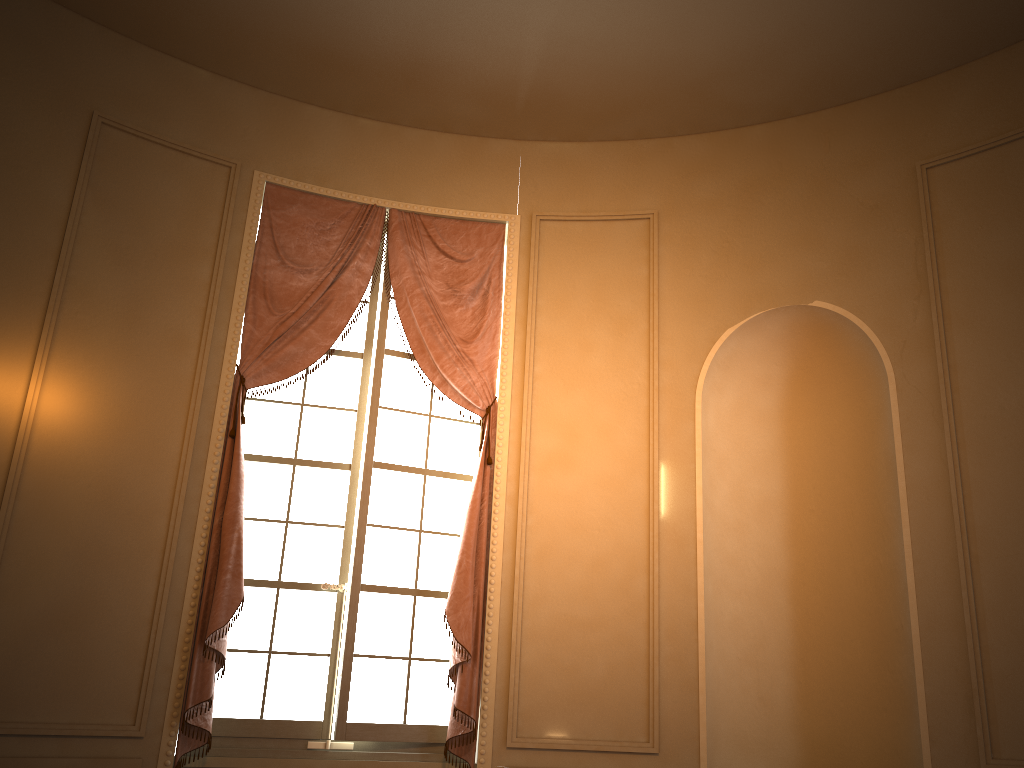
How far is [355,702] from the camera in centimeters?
416cm

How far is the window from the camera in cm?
416

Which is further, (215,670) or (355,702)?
(355,702)

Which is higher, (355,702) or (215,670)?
(215,670)

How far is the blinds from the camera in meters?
3.9

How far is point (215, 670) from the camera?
3.9 meters

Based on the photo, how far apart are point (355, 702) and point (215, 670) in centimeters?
65cm

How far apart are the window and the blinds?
0.1m

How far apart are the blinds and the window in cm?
8
